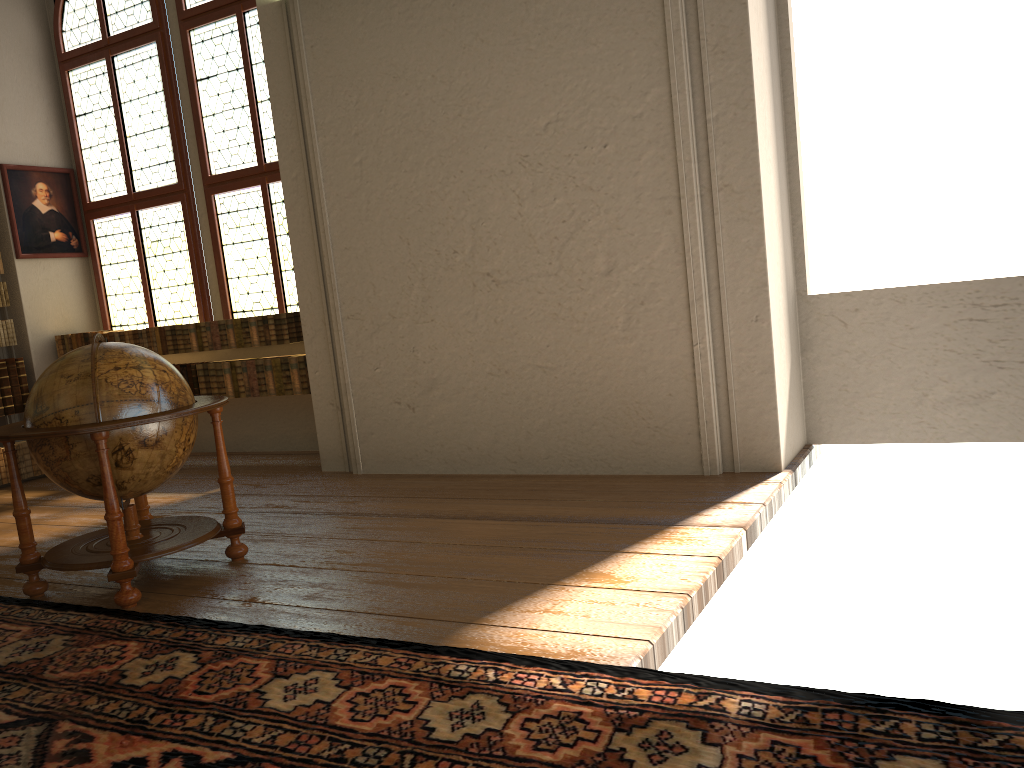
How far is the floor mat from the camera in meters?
2.6 m

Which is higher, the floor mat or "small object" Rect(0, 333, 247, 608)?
"small object" Rect(0, 333, 247, 608)

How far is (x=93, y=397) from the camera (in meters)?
4.62

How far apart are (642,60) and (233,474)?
5.2m

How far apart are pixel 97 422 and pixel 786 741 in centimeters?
368cm

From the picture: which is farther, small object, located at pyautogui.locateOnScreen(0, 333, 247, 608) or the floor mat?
small object, located at pyautogui.locateOnScreen(0, 333, 247, 608)

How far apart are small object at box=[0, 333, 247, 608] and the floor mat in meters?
0.1

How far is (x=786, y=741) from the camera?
2.61m

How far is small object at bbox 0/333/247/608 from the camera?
4.6 meters
